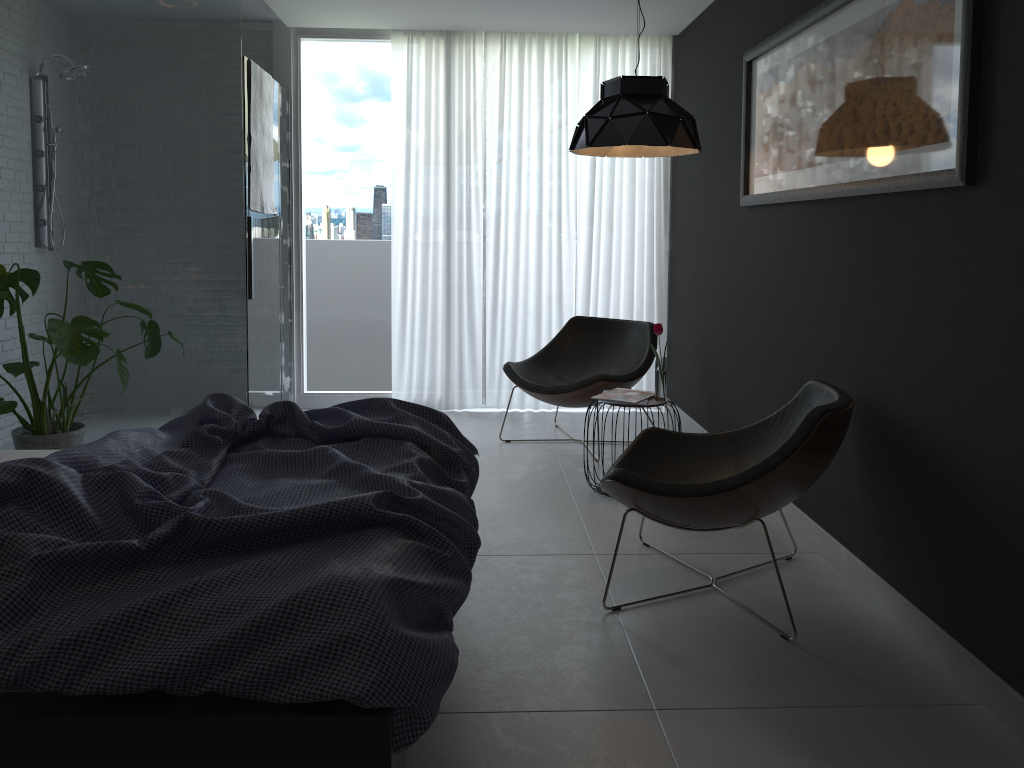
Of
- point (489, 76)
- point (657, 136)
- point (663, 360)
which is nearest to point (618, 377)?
point (663, 360)

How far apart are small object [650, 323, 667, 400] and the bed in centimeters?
140cm

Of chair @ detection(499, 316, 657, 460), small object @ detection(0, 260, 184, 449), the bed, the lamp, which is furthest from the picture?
small object @ detection(0, 260, 184, 449)

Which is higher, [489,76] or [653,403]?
[489,76]

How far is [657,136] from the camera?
3.66m

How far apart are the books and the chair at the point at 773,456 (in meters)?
0.60

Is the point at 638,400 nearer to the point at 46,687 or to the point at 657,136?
the point at 657,136

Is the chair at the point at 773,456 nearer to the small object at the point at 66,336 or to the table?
the table

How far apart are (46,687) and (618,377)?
3.45m

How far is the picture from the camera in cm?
238
